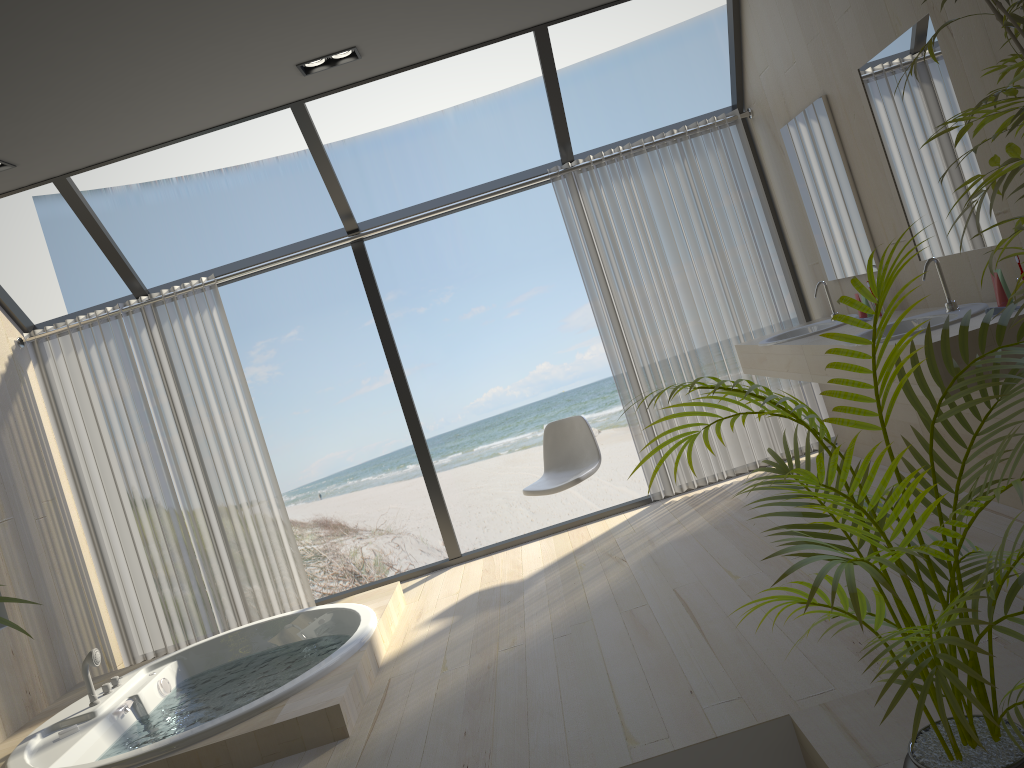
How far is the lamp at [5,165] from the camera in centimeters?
434cm

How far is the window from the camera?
4.82m

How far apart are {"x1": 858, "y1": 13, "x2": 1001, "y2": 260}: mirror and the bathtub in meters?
2.9 m

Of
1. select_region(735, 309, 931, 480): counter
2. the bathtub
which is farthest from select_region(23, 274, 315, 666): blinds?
select_region(735, 309, 931, 480): counter

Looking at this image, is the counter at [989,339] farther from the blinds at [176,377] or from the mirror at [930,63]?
the blinds at [176,377]

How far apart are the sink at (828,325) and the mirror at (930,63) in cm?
62

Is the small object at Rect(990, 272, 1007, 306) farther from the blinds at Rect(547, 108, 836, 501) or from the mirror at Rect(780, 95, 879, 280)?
the blinds at Rect(547, 108, 836, 501)

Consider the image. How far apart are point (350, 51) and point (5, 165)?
1.8 meters

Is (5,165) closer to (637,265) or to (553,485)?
(553,485)

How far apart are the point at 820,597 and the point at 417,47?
3.2 meters
